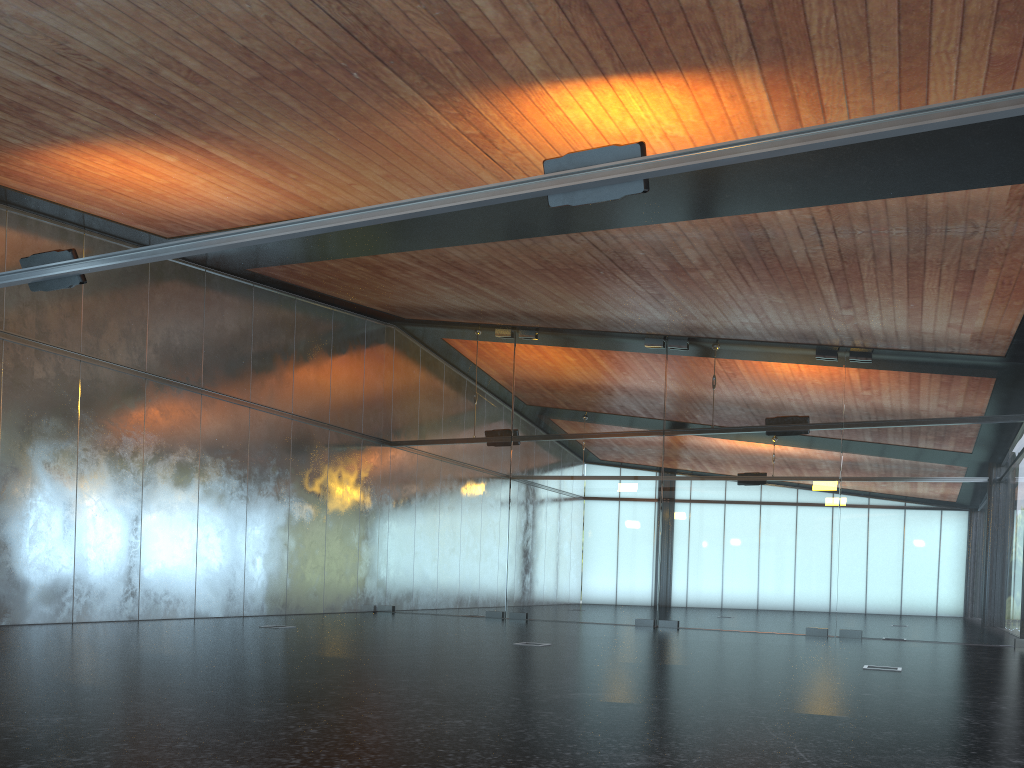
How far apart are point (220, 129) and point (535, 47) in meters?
3.9 m
